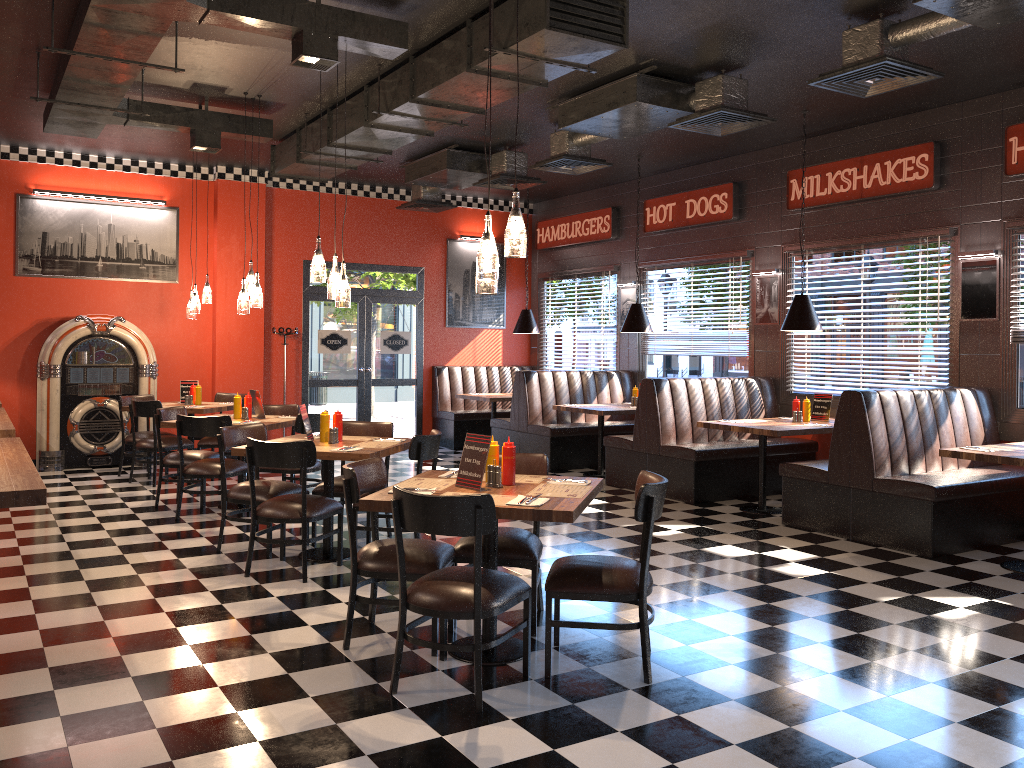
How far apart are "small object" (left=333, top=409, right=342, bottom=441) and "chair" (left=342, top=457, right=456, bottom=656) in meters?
1.6 m

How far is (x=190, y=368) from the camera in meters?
11.1

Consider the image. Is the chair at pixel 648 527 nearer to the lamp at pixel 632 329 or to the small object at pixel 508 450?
the small object at pixel 508 450

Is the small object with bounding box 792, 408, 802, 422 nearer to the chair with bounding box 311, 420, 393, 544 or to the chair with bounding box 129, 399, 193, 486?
the chair with bounding box 311, 420, 393, 544

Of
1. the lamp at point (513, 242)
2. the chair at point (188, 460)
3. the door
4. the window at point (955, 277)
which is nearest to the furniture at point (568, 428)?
the window at point (955, 277)

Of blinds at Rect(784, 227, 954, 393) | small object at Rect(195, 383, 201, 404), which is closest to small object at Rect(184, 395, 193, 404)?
small object at Rect(195, 383, 201, 404)

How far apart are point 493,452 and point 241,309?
4.2m

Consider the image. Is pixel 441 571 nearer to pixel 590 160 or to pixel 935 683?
pixel 935 683

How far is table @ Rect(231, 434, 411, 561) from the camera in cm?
558

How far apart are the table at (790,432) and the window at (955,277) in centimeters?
99cm
